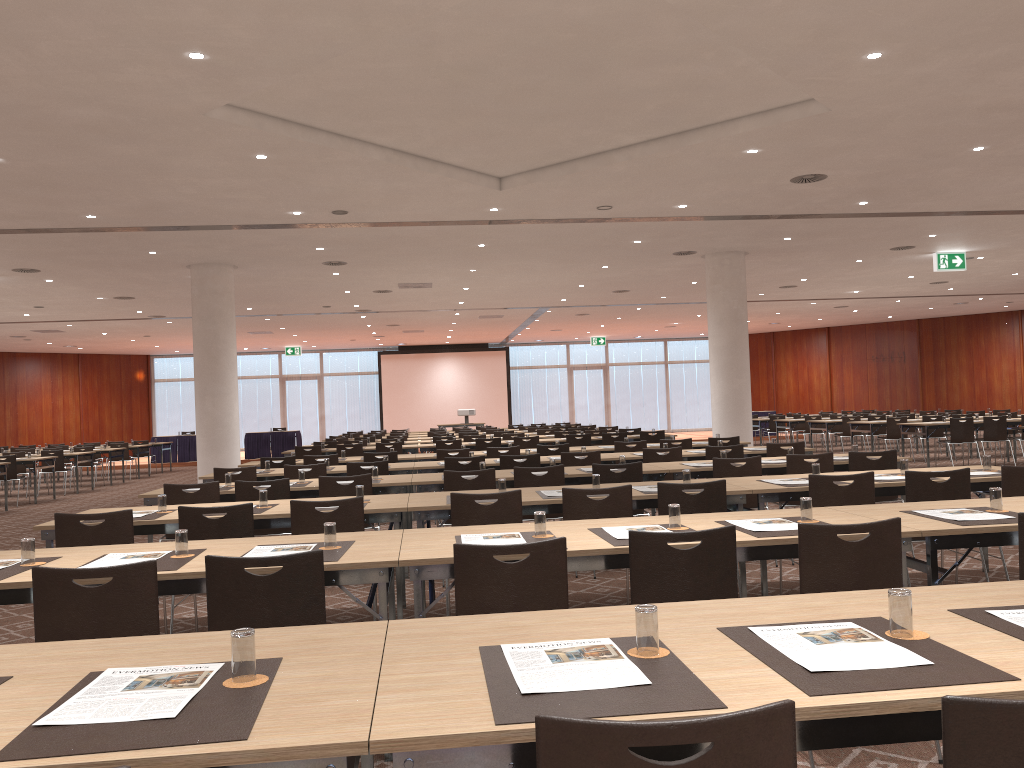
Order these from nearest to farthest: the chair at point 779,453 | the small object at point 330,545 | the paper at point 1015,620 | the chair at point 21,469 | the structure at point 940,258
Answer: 1. the paper at point 1015,620
2. the small object at point 330,545
3. the chair at point 779,453
4. the structure at point 940,258
5. the chair at point 21,469

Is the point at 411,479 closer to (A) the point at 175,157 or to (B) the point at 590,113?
(B) the point at 590,113

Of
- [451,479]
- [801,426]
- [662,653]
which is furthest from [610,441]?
[662,653]

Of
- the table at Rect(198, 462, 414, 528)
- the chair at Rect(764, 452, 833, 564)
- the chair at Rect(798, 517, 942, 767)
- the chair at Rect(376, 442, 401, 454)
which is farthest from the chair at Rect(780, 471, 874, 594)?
the chair at Rect(376, 442, 401, 454)

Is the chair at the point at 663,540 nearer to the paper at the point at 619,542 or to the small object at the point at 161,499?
→ the paper at the point at 619,542

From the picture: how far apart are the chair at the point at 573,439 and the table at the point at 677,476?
6.67m

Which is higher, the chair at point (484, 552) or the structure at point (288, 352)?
the structure at point (288, 352)

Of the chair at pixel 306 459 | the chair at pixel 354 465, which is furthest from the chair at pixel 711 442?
the chair at pixel 306 459

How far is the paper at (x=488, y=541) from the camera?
4.0 meters

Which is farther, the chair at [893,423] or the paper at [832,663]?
the chair at [893,423]
